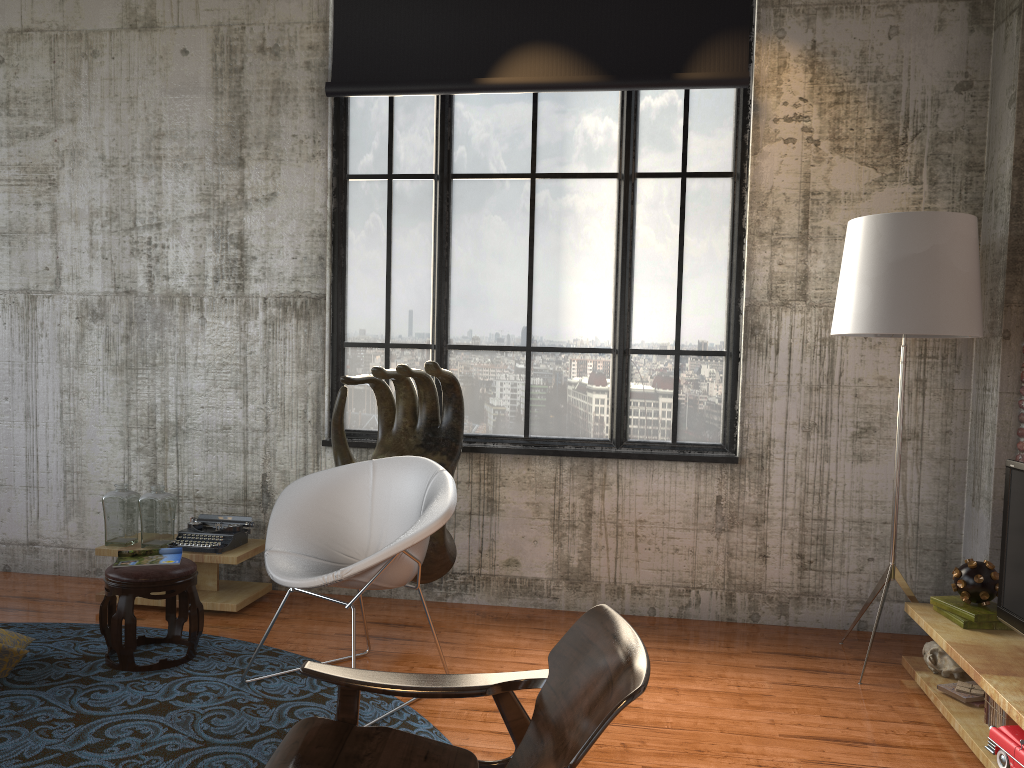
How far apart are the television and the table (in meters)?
3.81

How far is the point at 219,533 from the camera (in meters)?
5.18

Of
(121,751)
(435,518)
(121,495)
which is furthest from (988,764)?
(121,495)

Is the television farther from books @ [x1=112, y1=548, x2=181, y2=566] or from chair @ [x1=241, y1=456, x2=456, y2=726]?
books @ [x1=112, y1=548, x2=181, y2=566]

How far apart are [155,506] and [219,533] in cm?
39

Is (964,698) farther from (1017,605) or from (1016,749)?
(1016,749)

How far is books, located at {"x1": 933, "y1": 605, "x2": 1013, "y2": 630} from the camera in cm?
395

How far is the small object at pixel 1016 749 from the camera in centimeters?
308cm

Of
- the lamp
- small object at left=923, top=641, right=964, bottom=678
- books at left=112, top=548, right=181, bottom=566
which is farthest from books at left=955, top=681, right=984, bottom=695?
books at left=112, top=548, right=181, bottom=566

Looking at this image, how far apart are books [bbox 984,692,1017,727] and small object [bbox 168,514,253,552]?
3.88m
